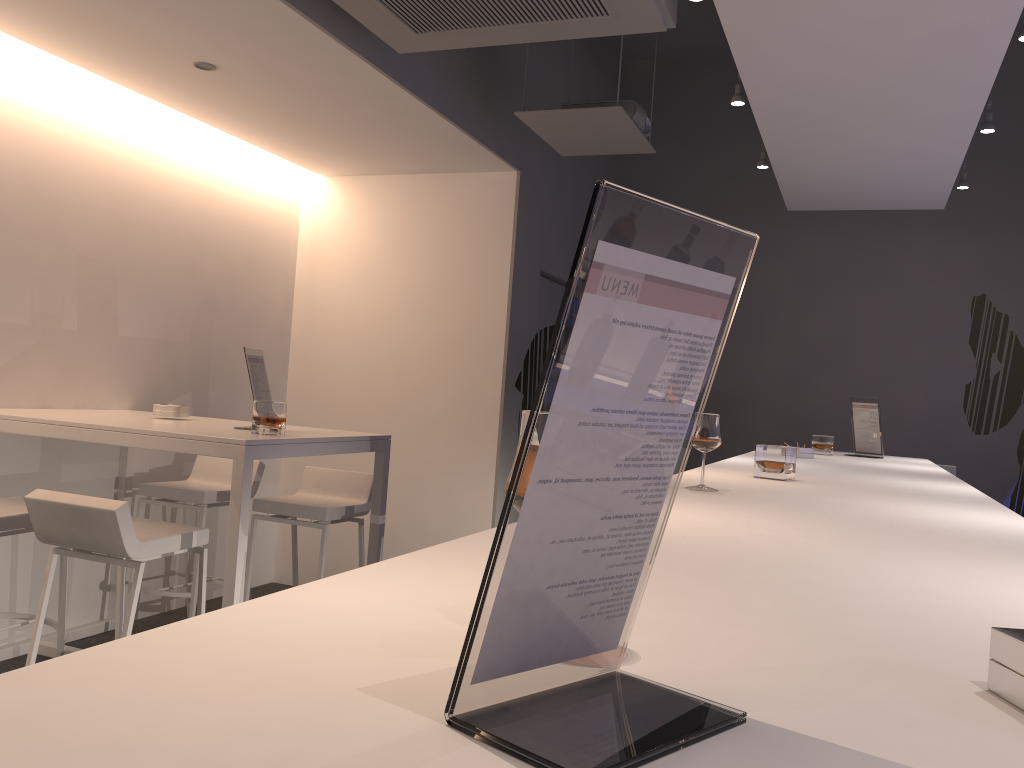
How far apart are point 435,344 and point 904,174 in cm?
274

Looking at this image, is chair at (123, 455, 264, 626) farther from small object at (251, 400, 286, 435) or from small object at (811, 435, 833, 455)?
small object at (811, 435, 833, 455)

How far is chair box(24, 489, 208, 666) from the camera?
2.8 meters

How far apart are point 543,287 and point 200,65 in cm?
270

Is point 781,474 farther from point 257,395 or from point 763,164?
point 763,164

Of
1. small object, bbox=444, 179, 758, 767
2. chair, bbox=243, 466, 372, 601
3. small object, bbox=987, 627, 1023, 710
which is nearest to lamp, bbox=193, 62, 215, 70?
chair, bbox=243, 466, 372, 601

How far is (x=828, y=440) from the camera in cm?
480

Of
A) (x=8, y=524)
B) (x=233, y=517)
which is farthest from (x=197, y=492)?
(x=233, y=517)

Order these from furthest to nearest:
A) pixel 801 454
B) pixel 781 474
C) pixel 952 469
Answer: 1. pixel 952 469
2. pixel 801 454
3. pixel 781 474

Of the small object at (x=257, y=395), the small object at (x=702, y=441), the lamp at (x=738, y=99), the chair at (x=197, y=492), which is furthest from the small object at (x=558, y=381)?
the chair at (x=197, y=492)
